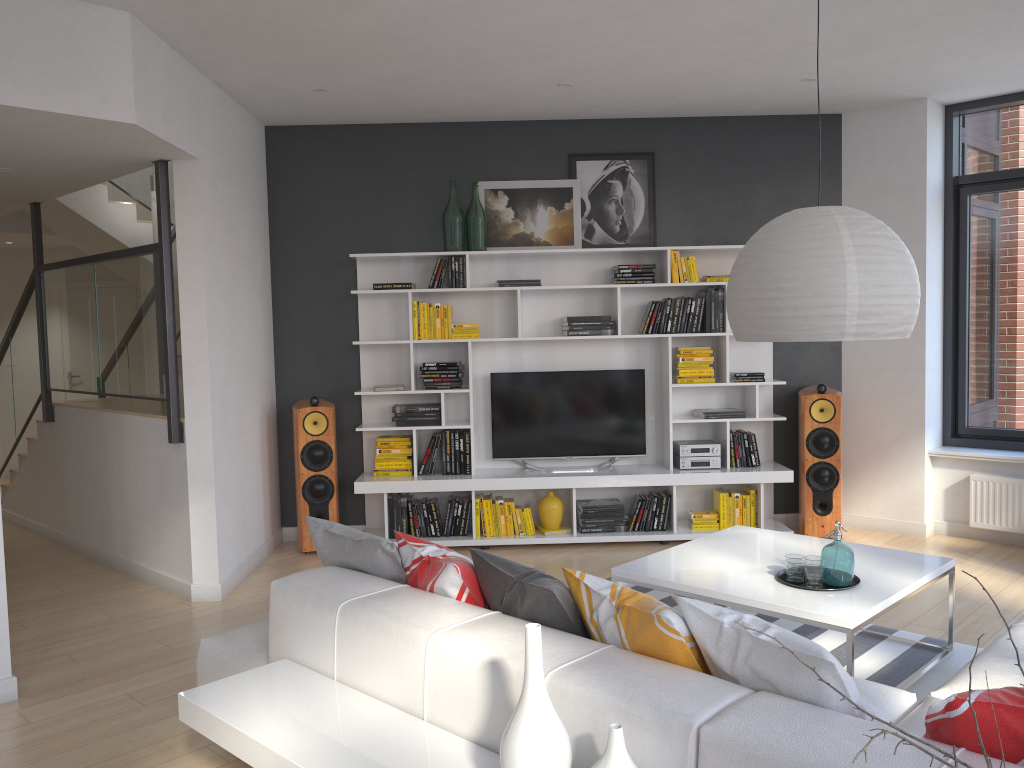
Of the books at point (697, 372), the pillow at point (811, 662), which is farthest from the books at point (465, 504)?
the pillow at point (811, 662)

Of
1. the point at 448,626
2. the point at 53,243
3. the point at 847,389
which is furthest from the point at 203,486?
the point at 53,243

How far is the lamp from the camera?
2.6m

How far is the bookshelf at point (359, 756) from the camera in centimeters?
Answer: 215cm

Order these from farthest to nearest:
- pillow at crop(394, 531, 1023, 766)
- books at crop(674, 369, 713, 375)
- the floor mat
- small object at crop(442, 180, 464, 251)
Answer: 1. books at crop(674, 369, 713, 375)
2. small object at crop(442, 180, 464, 251)
3. the floor mat
4. pillow at crop(394, 531, 1023, 766)

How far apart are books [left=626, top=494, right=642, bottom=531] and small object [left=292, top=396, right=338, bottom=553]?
2.0m

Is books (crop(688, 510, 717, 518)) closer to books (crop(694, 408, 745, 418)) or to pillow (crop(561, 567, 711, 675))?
books (crop(694, 408, 745, 418))

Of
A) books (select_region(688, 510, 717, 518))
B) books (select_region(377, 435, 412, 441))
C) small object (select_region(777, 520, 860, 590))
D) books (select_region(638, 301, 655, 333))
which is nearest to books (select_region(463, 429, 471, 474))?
books (select_region(377, 435, 412, 441))

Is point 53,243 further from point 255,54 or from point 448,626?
point 448,626

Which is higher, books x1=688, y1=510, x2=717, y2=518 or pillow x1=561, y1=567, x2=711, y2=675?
pillow x1=561, y1=567, x2=711, y2=675
